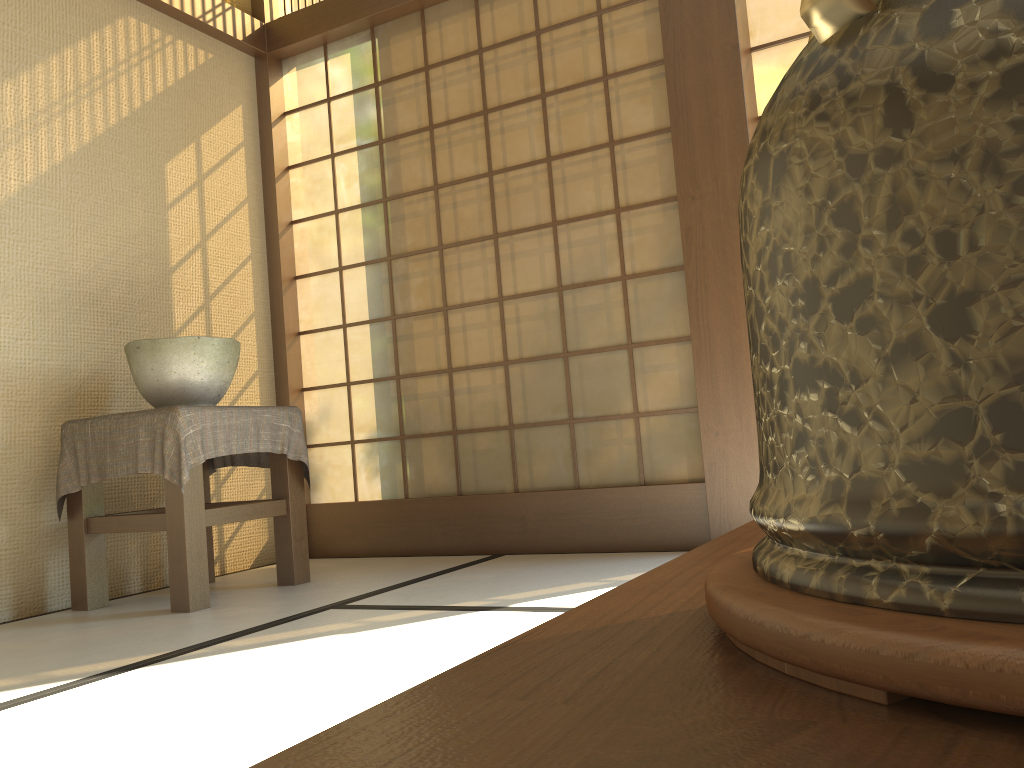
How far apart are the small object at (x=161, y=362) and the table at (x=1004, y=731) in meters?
2.6 m

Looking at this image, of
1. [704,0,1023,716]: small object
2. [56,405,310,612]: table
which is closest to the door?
[56,405,310,612]: table

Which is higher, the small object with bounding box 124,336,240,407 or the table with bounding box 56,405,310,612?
the small object with bounding box 124,336,240,407

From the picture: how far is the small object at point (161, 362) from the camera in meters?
2.7

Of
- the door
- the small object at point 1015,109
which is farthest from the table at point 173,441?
the small object at point 1015,109

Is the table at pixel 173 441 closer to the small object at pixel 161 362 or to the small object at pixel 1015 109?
the small object at pixel 161 362

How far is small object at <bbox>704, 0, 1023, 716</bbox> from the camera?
0.15m

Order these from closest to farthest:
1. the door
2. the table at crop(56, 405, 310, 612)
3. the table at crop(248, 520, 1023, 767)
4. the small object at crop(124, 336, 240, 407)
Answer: the table at crop(248, 520, 1023, 767) → the table at crop(56, 405, 310, 612) → the small object at crop(124, 336, 240, 407) → the door

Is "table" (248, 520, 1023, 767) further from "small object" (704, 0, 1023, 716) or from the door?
the door

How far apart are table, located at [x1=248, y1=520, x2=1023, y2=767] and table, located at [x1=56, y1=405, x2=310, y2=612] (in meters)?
2.30
